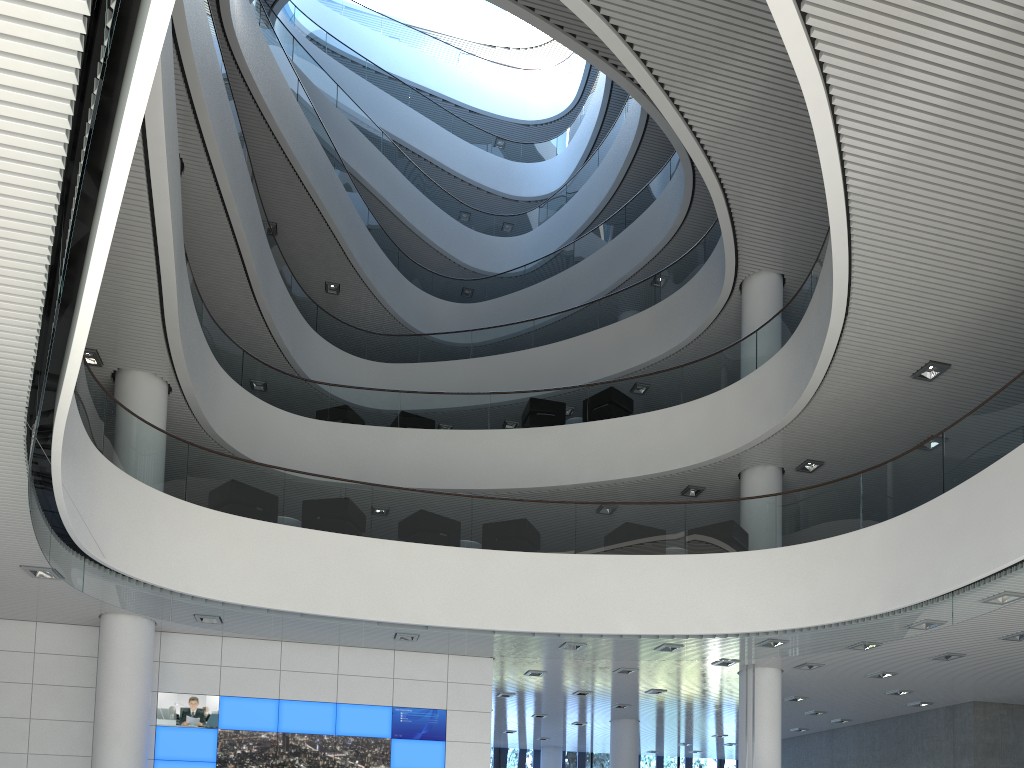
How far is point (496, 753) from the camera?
15.2m

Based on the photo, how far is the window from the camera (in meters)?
15.19

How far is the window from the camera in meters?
15.2
